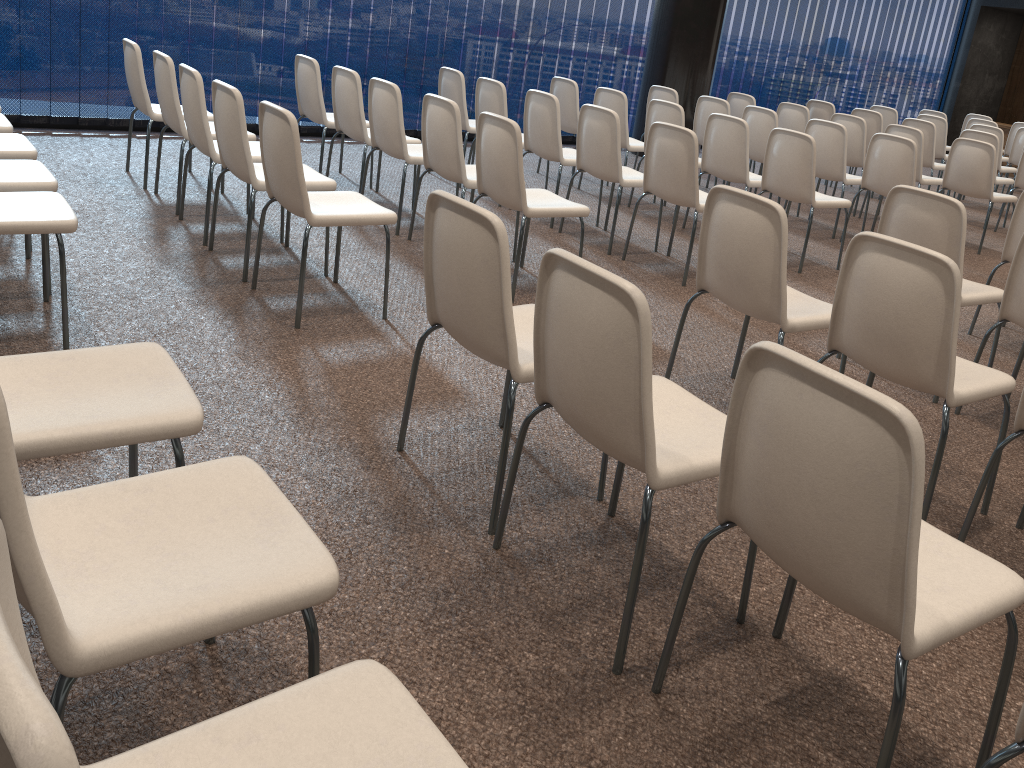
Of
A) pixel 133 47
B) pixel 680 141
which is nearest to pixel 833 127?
pixel 680 141

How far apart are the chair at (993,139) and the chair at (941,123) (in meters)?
1.46

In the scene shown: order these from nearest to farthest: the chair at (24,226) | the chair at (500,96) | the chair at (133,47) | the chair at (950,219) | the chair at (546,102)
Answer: the chair at (24,226) < the chair at (950,219) < the chair at (133,47) < the chair at (546,102) < the chair at (500,96)

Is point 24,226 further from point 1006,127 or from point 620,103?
point 1006,127

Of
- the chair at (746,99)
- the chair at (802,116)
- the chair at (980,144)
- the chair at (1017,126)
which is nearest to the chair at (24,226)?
the chair at (980,144)

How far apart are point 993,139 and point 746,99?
2.3 meters

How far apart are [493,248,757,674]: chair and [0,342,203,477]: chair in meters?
0.8 m

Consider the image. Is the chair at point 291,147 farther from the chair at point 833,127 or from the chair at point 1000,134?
the chair at point 1000,134

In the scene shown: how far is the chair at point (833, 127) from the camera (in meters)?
6.68

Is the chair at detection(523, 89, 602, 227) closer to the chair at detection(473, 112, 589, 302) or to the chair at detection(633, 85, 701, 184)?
the chair at detection(473, 112, 589, 302)
